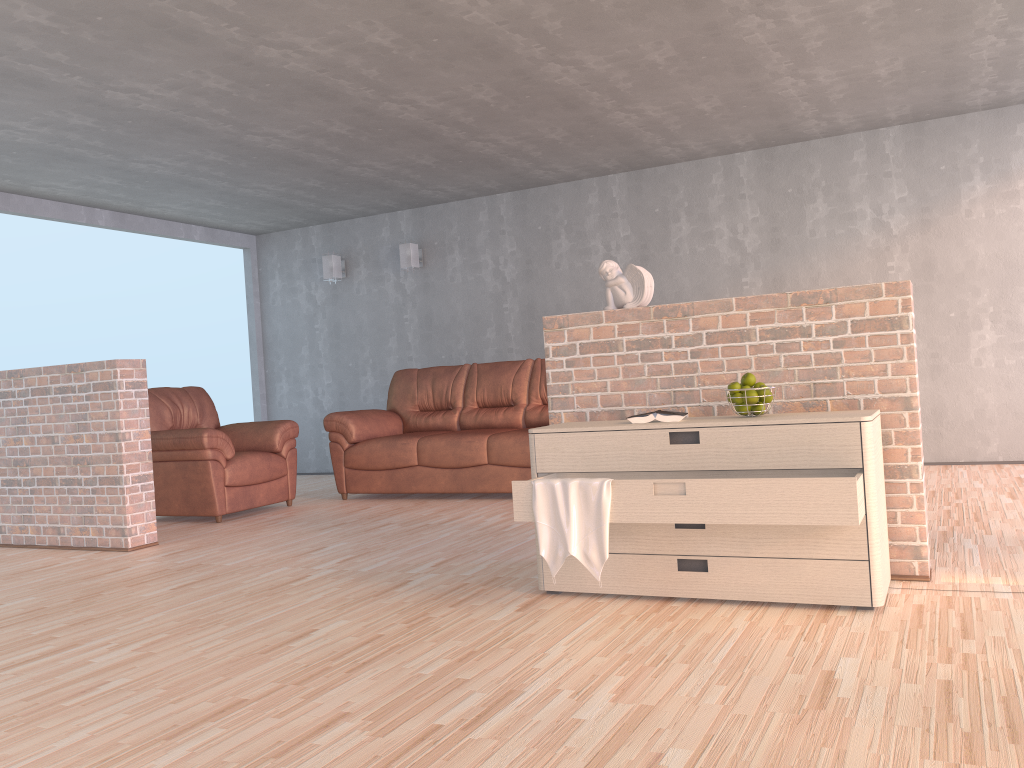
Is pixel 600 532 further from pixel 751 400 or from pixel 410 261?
pixel 410 261

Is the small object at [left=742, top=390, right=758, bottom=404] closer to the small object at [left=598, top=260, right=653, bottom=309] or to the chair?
the small object at [left=598, top=260, right=653, bottom=309]

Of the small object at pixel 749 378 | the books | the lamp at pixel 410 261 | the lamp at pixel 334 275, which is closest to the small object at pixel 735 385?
the small object at pixel 749 378

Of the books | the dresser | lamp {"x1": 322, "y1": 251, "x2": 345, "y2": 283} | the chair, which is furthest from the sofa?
the books

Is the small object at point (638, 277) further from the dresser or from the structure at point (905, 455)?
the dresser

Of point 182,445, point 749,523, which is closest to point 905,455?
point 749,523

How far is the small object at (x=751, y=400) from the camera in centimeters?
306cm

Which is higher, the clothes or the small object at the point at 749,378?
the small object at the point at 749,378

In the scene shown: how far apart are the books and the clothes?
0.4 meters

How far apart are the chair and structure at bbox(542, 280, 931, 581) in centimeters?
290cm
